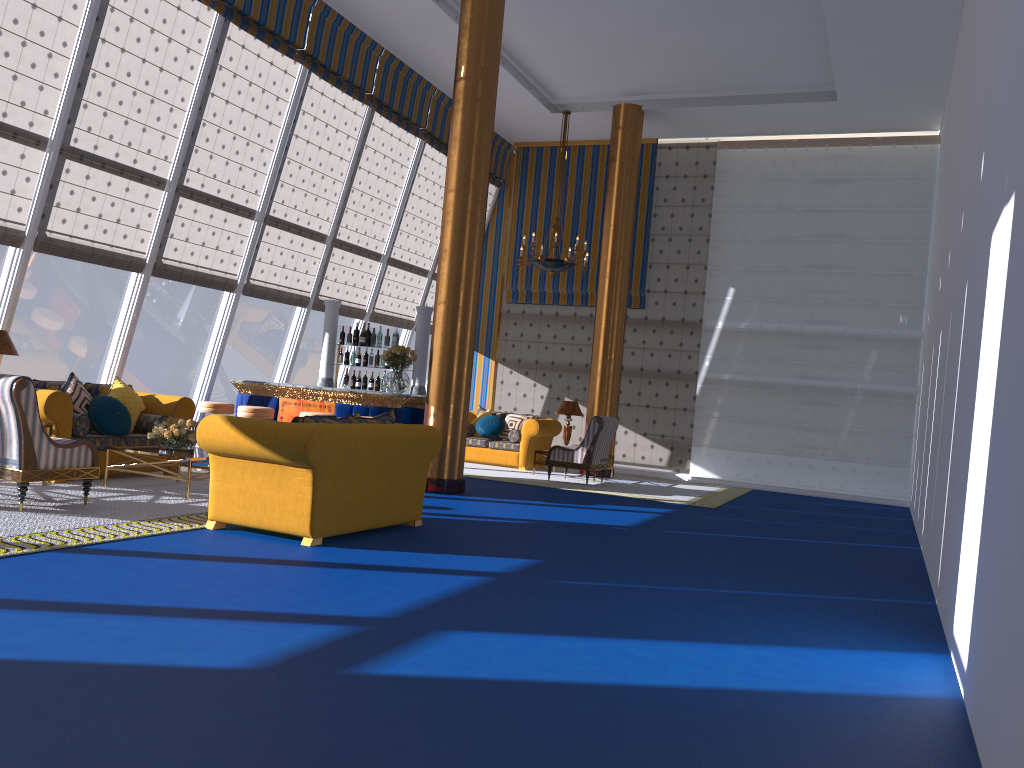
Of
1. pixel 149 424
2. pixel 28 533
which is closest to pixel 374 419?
pixel 28 533

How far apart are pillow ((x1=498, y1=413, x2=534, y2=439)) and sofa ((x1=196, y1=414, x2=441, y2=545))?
6.9 meters

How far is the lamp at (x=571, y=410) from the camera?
13.5m

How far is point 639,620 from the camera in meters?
4.7 m

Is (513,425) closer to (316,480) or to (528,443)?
(528,443)

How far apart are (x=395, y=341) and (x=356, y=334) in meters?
0.5

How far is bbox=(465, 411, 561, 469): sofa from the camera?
13.90m

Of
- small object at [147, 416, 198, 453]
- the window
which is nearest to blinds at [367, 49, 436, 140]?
the window

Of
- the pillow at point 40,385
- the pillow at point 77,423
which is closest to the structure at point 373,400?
the pillow at point 40,385

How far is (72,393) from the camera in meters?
8.4
